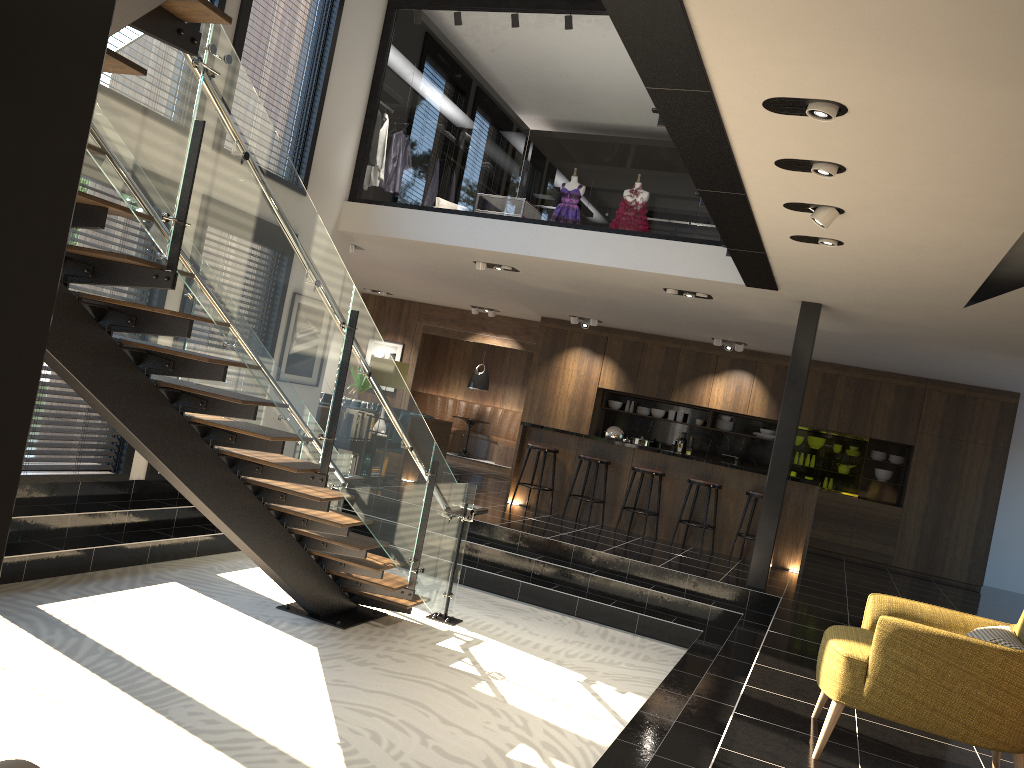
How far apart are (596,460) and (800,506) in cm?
234

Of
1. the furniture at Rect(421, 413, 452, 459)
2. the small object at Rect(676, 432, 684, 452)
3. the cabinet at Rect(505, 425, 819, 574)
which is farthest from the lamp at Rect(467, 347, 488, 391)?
the cabinet at Rect(505, 425, 819, 574)

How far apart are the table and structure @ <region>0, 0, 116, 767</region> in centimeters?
1411cm

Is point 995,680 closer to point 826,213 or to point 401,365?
point 826,213

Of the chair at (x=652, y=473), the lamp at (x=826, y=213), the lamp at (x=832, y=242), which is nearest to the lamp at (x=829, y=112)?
the lamp at (x=826, y=213)

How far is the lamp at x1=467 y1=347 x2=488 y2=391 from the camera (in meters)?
15.59

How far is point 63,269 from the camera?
3.82m

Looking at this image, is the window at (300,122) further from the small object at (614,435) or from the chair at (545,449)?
the small object at (614,435)

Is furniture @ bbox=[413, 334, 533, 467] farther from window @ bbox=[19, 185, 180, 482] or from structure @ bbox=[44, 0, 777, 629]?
window @ bbox=[19, 185, 180, 482]

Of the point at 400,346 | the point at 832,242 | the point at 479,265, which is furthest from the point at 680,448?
the point at 832,242
